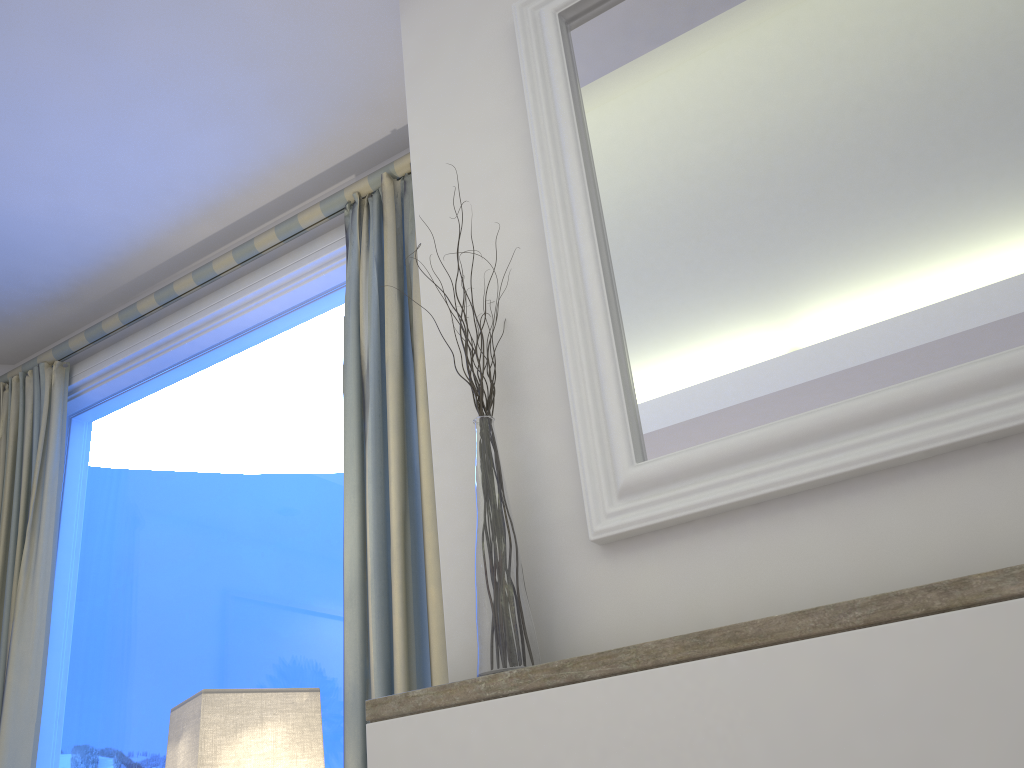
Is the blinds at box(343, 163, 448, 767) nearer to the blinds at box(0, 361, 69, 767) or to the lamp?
the lamp

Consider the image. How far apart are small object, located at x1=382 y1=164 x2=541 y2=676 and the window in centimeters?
87cm

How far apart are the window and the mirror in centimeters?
86cm

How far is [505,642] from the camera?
1.0m

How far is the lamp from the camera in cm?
129

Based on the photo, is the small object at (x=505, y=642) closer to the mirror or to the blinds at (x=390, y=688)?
the mirror

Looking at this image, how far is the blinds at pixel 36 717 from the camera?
2.2m

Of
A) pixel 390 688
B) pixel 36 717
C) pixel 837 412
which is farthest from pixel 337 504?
pixel 837 412

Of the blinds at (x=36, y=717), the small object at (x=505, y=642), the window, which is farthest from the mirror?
the blinds at (x=36, y=717)

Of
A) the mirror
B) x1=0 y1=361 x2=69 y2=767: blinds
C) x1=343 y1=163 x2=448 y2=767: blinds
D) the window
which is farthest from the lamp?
x1=0 y1=361 x2=69 y2=767: blinds
